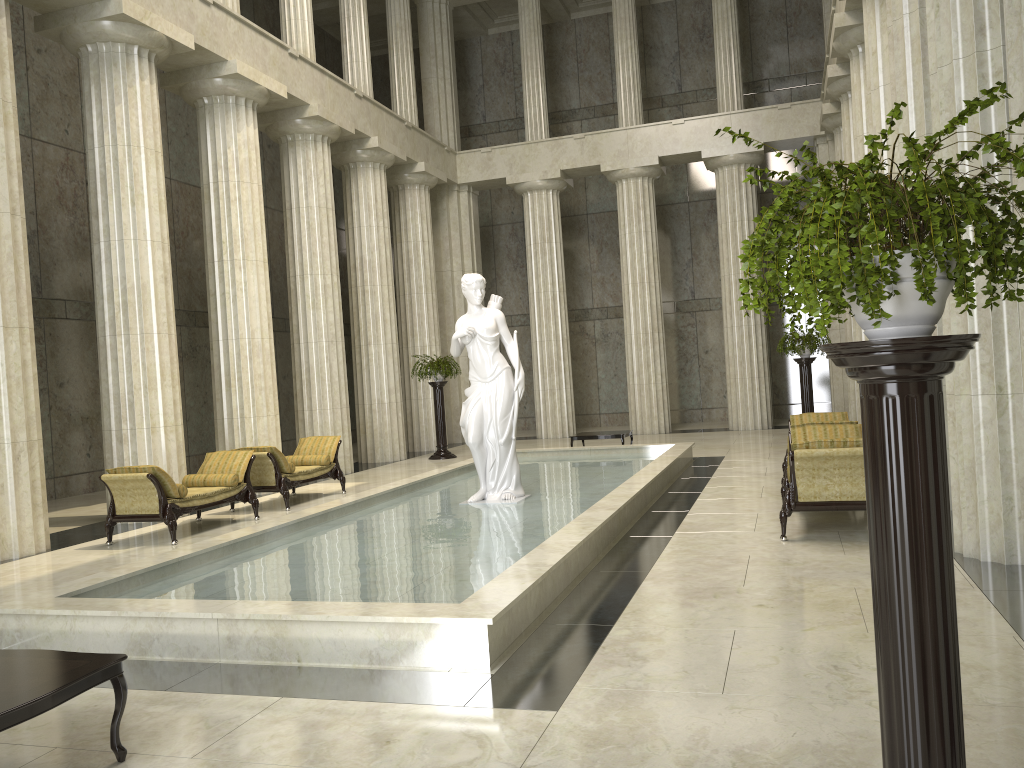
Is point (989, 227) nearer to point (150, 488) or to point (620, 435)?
point (150, 488)

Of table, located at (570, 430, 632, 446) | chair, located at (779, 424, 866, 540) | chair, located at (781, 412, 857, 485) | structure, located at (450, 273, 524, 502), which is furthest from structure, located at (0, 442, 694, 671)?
chair, located at (781, 412, 857, 485)

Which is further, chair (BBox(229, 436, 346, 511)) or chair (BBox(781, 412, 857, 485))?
chair (BBox(229, 436, 346, 511))

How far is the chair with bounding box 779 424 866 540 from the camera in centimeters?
802cm

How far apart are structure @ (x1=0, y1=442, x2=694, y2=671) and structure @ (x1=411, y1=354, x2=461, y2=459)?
3.34m

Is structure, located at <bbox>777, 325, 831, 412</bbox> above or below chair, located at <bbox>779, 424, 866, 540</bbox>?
Answer: above

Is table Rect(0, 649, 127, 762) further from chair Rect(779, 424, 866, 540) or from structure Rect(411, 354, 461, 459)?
structure Rect(411, 354, 461, 459)

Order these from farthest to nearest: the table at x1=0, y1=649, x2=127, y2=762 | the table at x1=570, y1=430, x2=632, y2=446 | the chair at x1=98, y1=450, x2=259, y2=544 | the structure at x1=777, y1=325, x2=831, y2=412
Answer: the structure at x1=777, y1=325, x2=831, y2=412, the table at x1=570, y1=430, x2=632, y2=446, the chair at x1=98, y1=450, x2=259, y2=544, the table at x1=0, y1=649, x2=127, y2=762

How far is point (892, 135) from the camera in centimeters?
1187cm

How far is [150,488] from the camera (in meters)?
10.33
